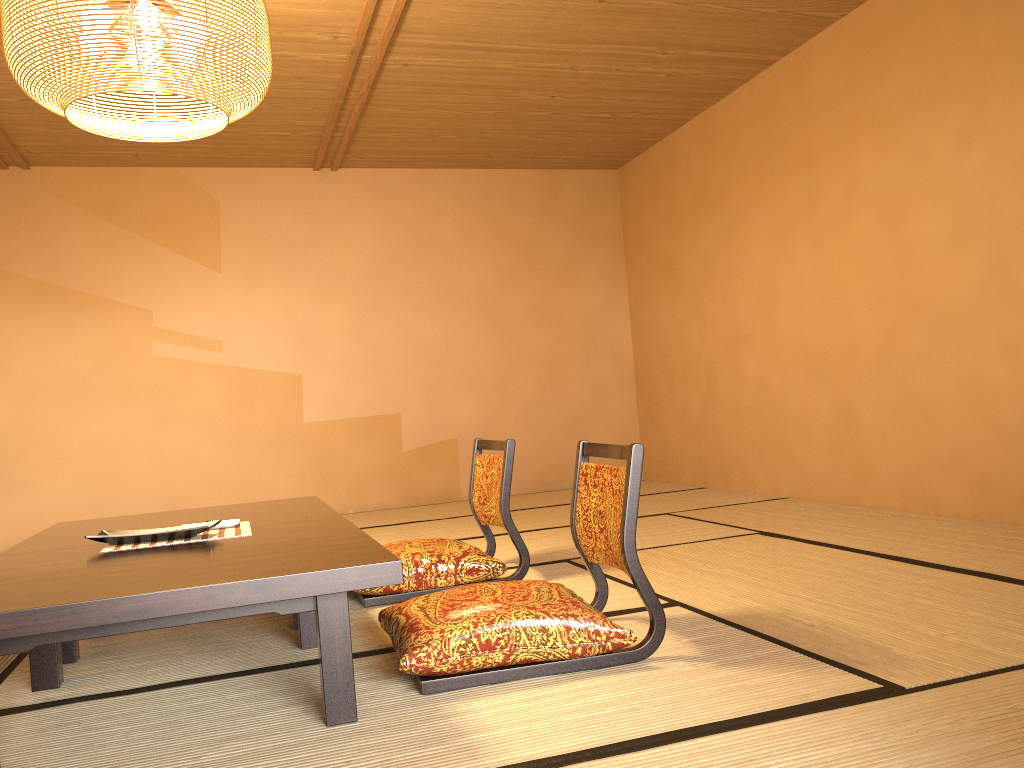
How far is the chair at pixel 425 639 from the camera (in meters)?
2.09

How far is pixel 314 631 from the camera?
2.6m

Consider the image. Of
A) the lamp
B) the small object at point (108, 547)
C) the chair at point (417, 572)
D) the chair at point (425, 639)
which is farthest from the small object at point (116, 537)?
the lamp

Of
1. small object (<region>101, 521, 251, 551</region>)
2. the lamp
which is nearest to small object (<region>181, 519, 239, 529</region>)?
small object (<region>101, 521, 251, 551</region>)

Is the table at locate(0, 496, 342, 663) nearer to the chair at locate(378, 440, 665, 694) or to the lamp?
the chair at locate(378, 440, 665, 694)

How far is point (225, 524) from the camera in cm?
274

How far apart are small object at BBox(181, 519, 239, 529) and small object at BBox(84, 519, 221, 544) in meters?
0.1 m

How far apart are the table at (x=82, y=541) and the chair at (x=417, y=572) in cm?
30

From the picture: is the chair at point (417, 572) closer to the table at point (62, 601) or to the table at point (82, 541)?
the table at point (82, 541)

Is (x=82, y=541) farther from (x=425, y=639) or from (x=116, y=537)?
(x=425, y=639)
